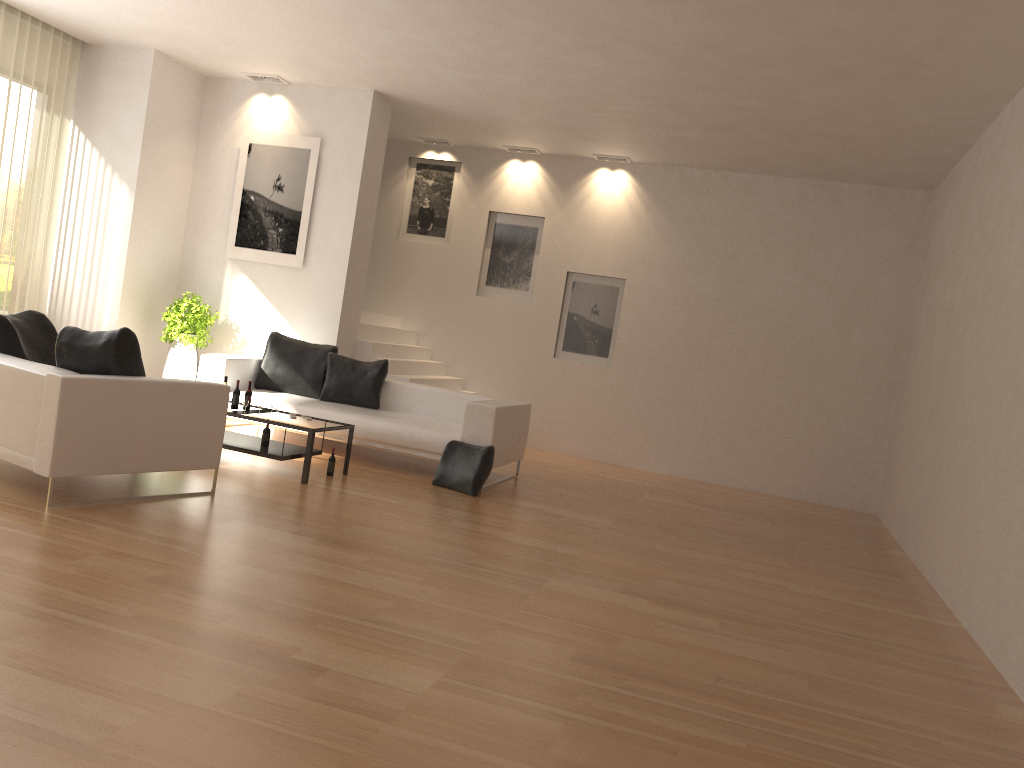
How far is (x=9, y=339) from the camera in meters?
5.9

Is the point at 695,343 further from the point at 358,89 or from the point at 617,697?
the point at 617,697

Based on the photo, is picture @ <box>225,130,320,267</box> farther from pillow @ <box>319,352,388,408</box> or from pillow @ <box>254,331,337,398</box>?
pillow @ <box>319,352,388,408</box>

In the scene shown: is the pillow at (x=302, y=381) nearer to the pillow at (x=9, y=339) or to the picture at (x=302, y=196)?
the picture at (x=302, y=196)

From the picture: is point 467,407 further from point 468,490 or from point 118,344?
point 118,344

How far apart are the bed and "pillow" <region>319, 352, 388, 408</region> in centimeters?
7cm

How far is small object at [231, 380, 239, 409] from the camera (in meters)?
7.23

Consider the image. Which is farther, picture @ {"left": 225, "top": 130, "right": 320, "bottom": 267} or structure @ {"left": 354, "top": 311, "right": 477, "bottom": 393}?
structure @ {"left": 354, "top": 311, "right": 477, "bottom": 393}

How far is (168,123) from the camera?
9.6m

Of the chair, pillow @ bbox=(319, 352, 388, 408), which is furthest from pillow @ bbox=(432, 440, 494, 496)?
the chair
